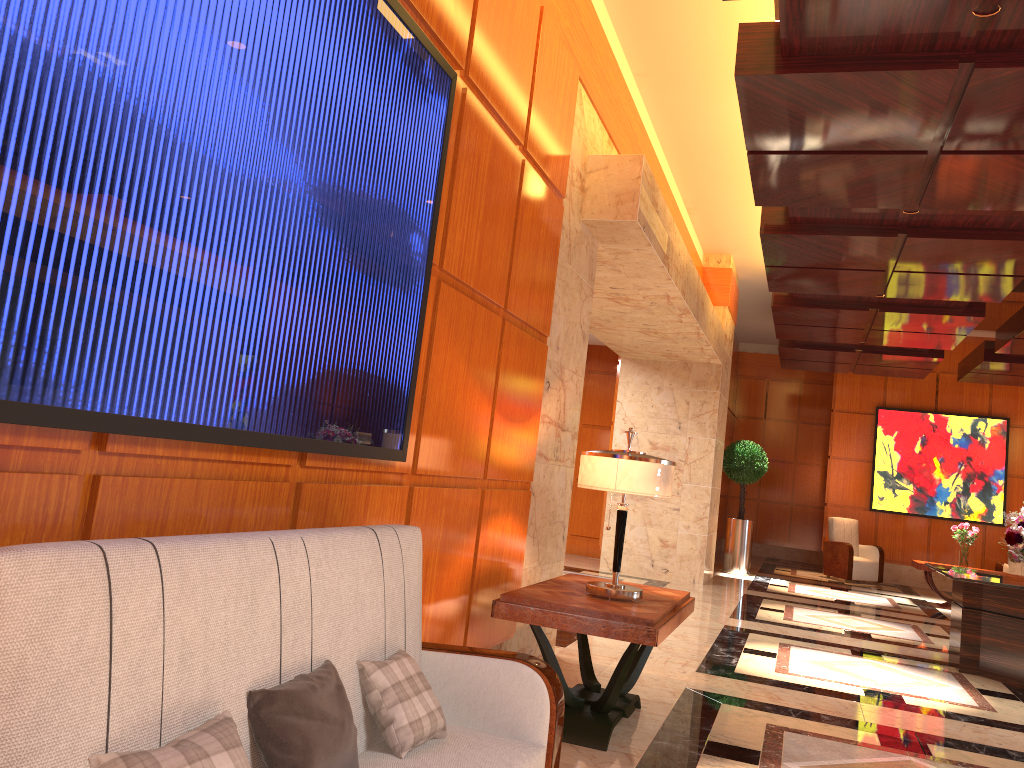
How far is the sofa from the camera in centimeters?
142cm

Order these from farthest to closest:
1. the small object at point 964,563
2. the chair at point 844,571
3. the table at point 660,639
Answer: the chair at point 844,571 → the small object at point 964,563 → the table at point 660,639

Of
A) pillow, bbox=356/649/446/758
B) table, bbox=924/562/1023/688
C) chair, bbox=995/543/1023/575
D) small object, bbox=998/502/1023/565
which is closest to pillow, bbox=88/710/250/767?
pillow, bbox=356/649/446/758

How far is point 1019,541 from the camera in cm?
698

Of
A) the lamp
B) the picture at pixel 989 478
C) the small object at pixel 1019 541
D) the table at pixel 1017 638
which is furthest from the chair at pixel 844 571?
the lamp

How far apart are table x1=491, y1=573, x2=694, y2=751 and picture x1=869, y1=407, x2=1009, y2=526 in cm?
1127

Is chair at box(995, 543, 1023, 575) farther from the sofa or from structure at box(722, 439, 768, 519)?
the sofa

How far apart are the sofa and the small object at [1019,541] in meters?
5.7

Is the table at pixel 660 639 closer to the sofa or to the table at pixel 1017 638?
the sofa

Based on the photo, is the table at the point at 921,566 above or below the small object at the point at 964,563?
below
